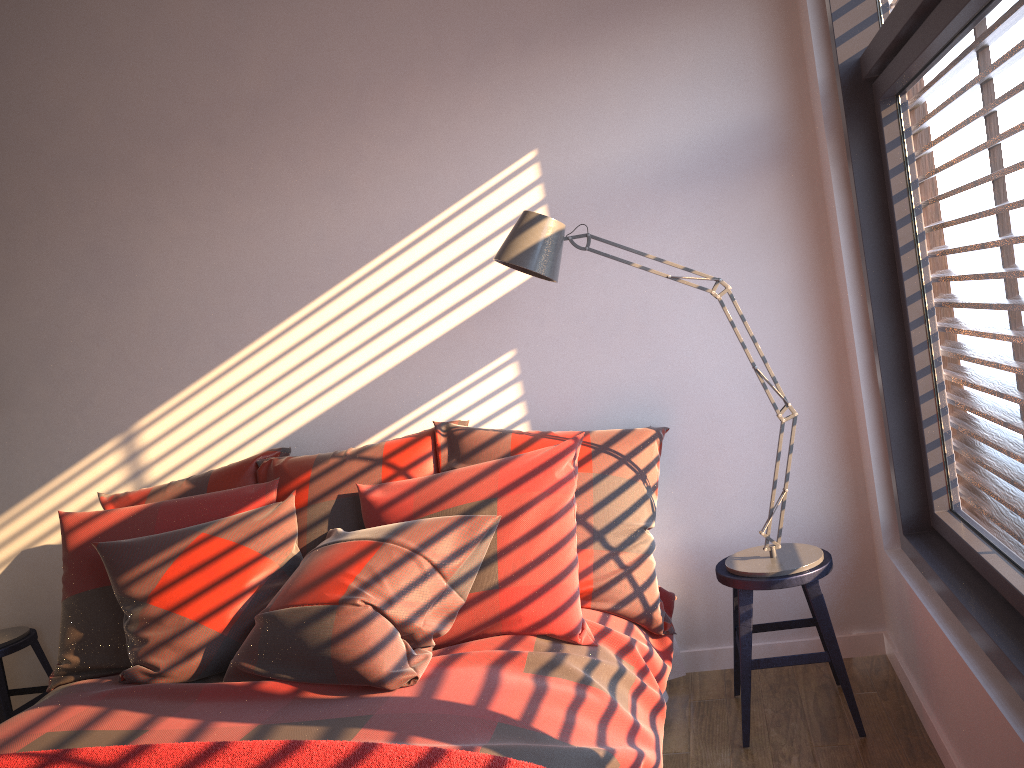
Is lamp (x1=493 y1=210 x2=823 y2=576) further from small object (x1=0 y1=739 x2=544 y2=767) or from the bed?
small object (x1=0 y1=739 x2=544 y2=767)

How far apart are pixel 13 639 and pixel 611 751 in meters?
2.6 m

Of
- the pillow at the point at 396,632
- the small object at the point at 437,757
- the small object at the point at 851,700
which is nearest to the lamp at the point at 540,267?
the small object at the point at 851,700

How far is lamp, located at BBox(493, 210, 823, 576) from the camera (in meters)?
2.43

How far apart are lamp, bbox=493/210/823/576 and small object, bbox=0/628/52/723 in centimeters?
235cm

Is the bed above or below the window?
below

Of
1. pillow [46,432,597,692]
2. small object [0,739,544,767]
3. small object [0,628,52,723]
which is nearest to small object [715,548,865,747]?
pillow [46,432,597,692]

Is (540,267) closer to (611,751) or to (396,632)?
(396,632)

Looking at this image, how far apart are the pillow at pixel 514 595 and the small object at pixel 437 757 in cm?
74

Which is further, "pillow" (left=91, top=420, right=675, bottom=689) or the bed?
"pillow" (left=91, top=420, right=675, bottom=689)
